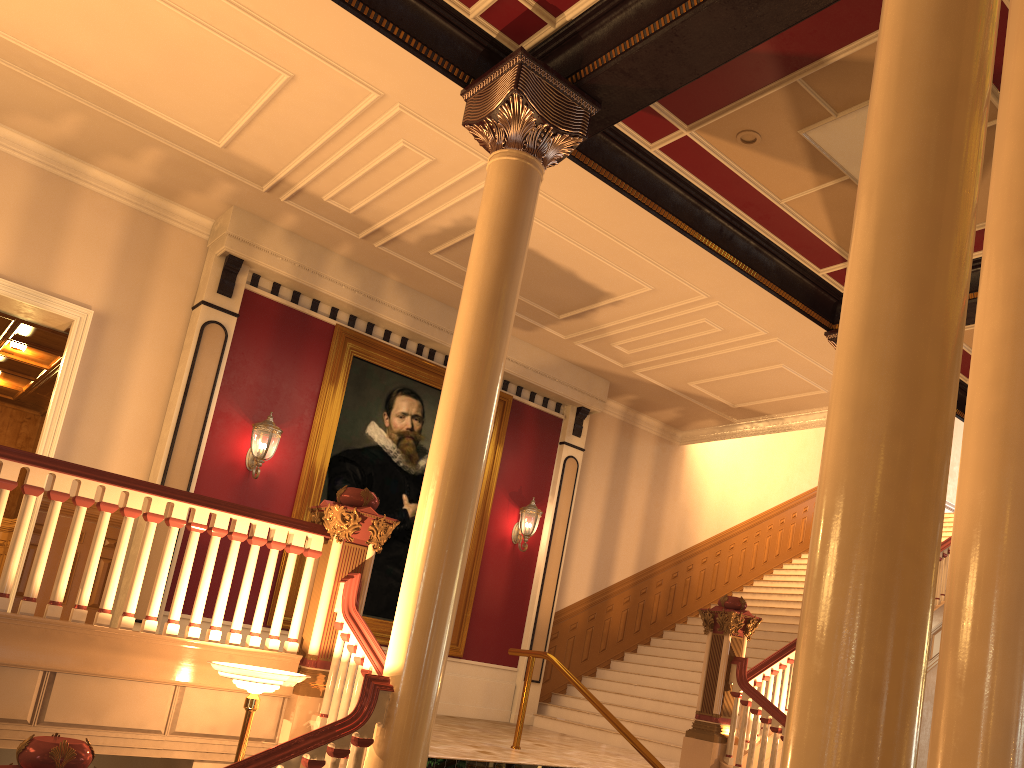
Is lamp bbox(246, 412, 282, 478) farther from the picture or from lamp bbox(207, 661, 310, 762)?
lamp bbox(207, 661, 310, 762)

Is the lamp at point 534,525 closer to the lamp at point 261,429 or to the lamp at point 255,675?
the lamp at point 261,429

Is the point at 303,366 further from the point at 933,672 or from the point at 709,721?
the point at 933,672

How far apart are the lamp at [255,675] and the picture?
4.3 meters

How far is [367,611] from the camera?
9.9 meters

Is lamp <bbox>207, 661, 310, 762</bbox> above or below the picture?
below

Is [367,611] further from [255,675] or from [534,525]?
[255,675]

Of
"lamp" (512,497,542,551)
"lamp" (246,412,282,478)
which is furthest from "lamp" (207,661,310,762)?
"lamp" (512,497,542,551)

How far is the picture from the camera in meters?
9.9

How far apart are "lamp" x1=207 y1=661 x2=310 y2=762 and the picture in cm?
433
